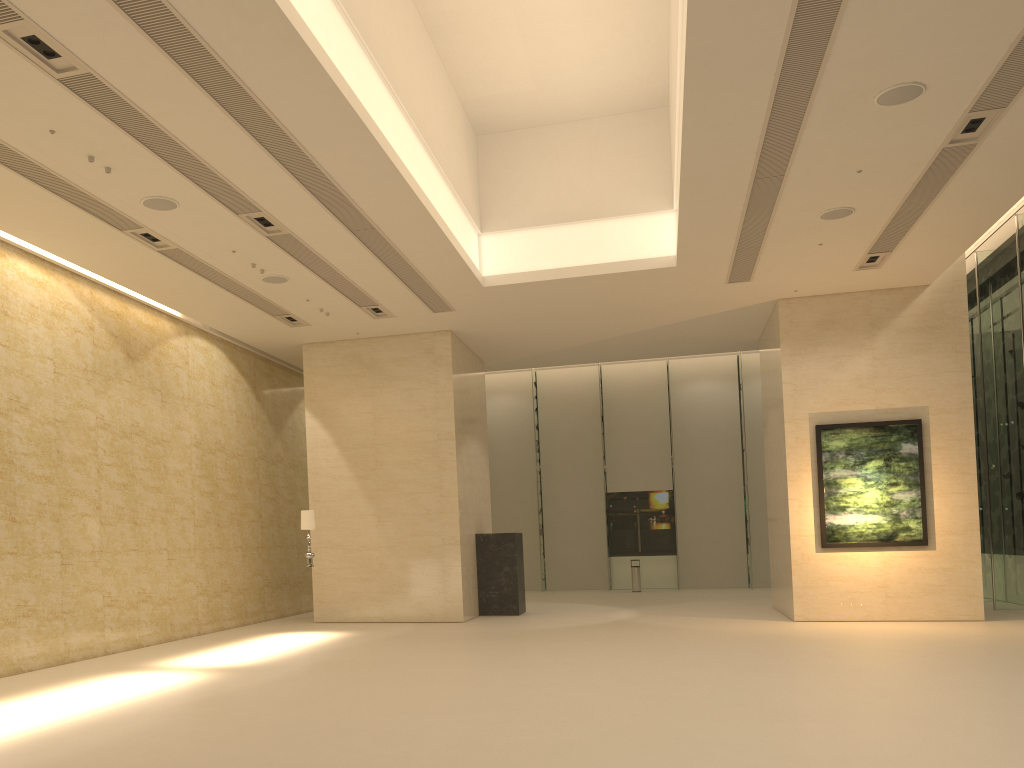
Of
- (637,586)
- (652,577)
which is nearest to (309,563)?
(637,586)

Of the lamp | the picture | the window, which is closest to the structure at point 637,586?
the window

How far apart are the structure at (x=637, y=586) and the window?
1.6m

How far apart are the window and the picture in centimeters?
362cm

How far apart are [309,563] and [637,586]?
12.9 meters

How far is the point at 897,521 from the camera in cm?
1586

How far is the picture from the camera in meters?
15.9

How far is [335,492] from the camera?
17.94m

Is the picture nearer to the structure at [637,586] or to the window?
the window

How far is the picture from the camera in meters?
15.9 m
